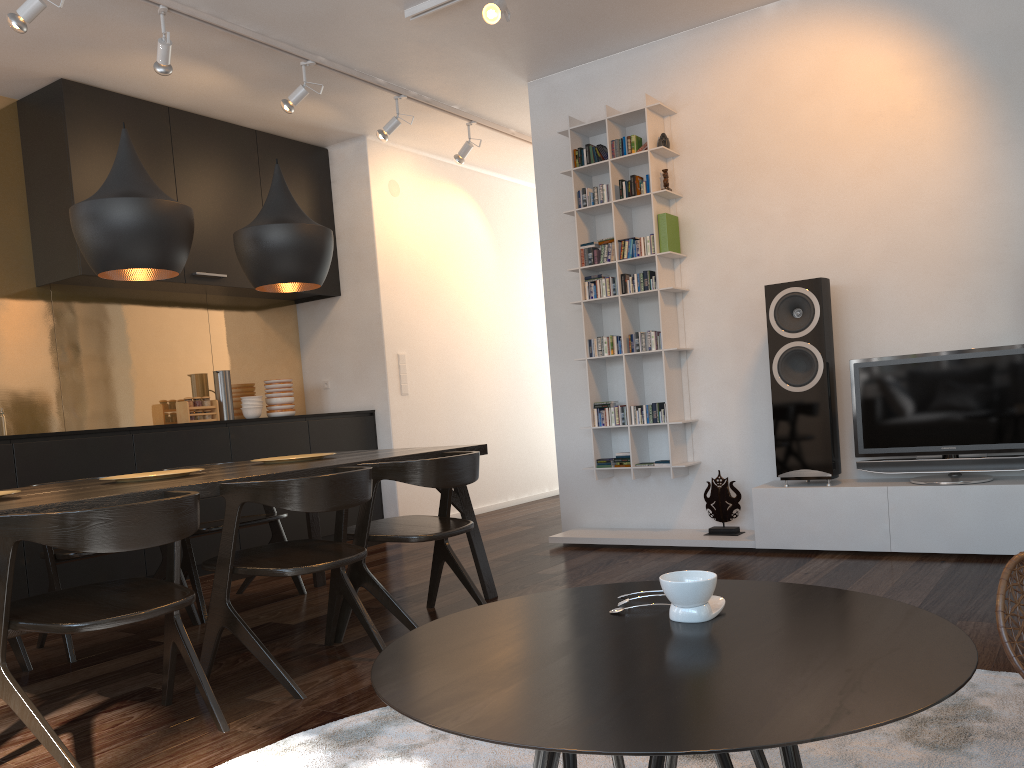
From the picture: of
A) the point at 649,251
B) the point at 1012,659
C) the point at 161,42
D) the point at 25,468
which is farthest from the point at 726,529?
the point at 161,42

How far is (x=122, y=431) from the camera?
4.72m

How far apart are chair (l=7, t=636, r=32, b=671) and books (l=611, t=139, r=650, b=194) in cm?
363

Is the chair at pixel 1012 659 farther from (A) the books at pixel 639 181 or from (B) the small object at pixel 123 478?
(A) the books at pixel 639 181

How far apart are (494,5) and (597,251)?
1.6m

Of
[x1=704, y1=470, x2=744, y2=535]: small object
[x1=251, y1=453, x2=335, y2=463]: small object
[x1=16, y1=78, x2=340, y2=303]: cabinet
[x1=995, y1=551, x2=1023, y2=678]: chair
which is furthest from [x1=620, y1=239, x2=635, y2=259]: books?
[x1=995, y1=551, x2=1023, y2=678]: chair

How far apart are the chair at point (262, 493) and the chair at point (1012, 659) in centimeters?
181cm

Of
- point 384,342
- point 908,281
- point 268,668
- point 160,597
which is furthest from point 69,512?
point 384,342

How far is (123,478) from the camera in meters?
3.0 m

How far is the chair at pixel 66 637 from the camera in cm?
332
